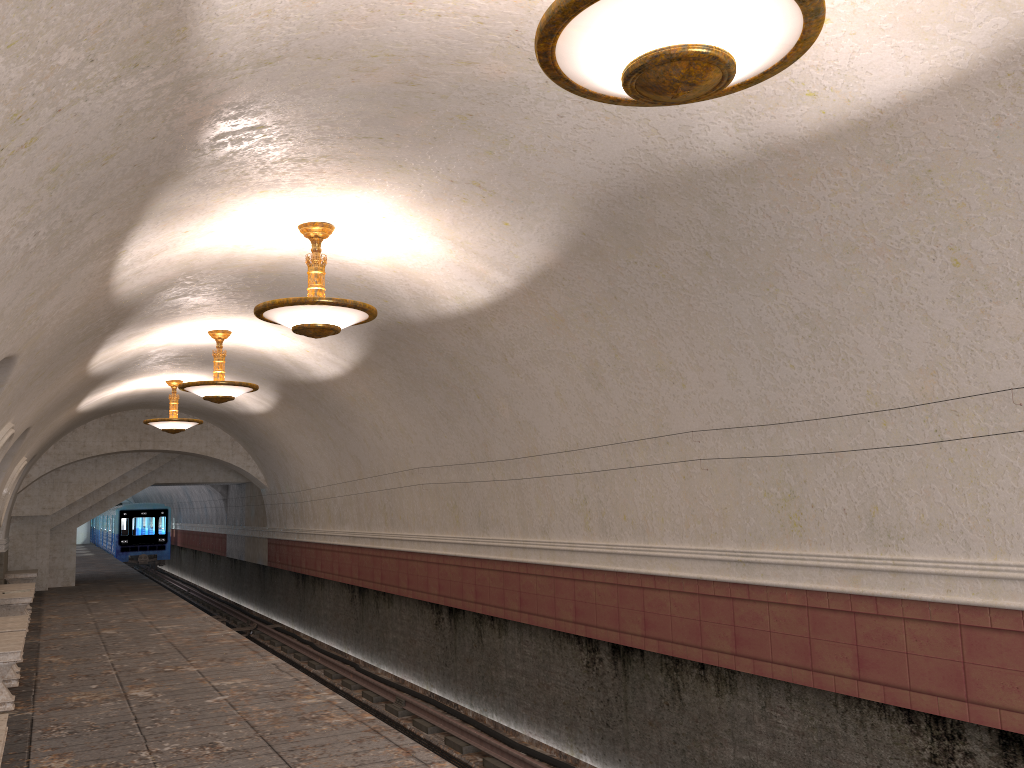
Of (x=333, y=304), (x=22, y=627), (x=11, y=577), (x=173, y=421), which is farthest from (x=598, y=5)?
(x=11, y=577)

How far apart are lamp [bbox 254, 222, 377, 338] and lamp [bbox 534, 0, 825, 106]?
3.87m

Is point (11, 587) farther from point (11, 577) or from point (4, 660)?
point (4, 660)

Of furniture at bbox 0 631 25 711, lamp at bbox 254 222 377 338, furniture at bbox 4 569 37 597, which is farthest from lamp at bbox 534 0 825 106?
furniture at bbox 4 569 37 597

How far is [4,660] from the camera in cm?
768

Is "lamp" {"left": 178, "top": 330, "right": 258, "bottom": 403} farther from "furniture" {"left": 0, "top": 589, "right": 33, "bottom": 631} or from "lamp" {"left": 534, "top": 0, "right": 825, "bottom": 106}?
"lamp" {"left": 534, "top": 0, "right": 825, "bottom": 106}

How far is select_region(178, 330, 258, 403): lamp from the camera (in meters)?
11.23

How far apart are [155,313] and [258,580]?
14.93m

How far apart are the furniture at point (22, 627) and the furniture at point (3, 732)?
4.7m

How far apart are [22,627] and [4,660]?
1.84m
